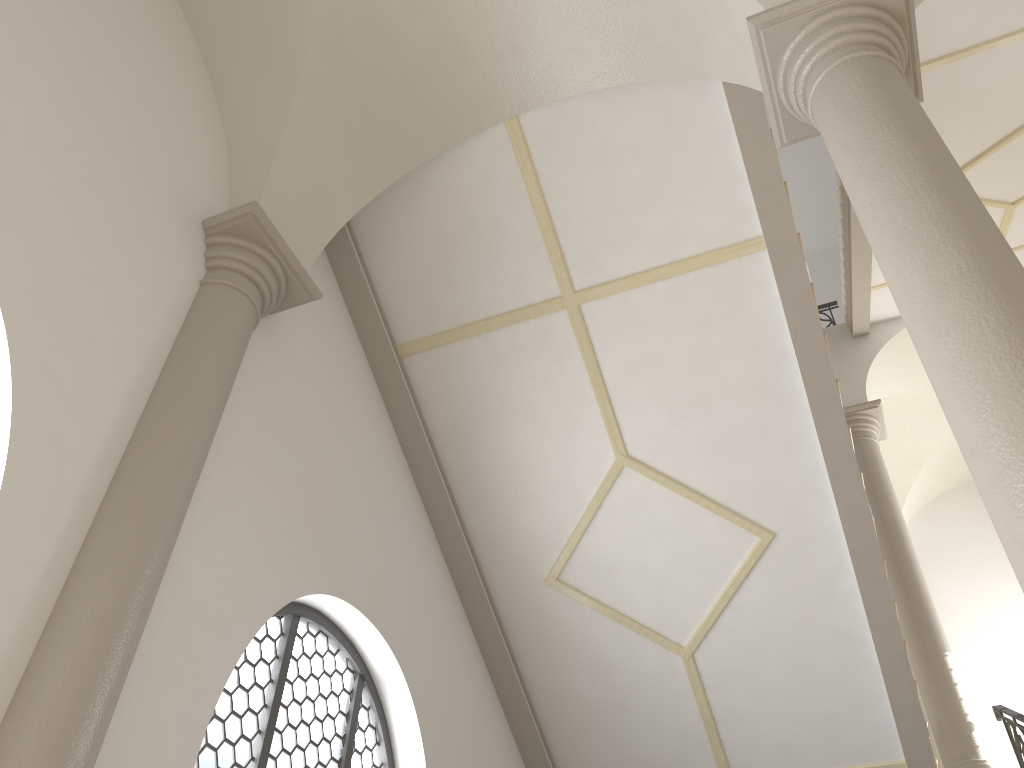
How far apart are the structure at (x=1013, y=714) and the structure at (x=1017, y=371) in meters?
4.7

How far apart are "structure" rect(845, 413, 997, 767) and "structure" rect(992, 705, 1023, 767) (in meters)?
0.21

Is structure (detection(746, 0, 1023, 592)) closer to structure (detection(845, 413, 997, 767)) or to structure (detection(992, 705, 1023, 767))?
structure (detection(992, 705, 1023, 767))

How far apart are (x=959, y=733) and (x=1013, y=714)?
1.0m

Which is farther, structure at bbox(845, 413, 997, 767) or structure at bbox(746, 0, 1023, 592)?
structure at bbox(845, 413, 997, 767)

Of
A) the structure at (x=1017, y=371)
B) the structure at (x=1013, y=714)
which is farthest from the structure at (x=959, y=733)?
the structure at (x=1017, y=371)

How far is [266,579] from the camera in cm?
453

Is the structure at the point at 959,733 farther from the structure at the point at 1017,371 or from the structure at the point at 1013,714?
the structure at the point at 1017,371

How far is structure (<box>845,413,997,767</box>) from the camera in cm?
758

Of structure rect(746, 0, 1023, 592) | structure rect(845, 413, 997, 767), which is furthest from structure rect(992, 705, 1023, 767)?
structure rect(746, 0, 1023, 592)
